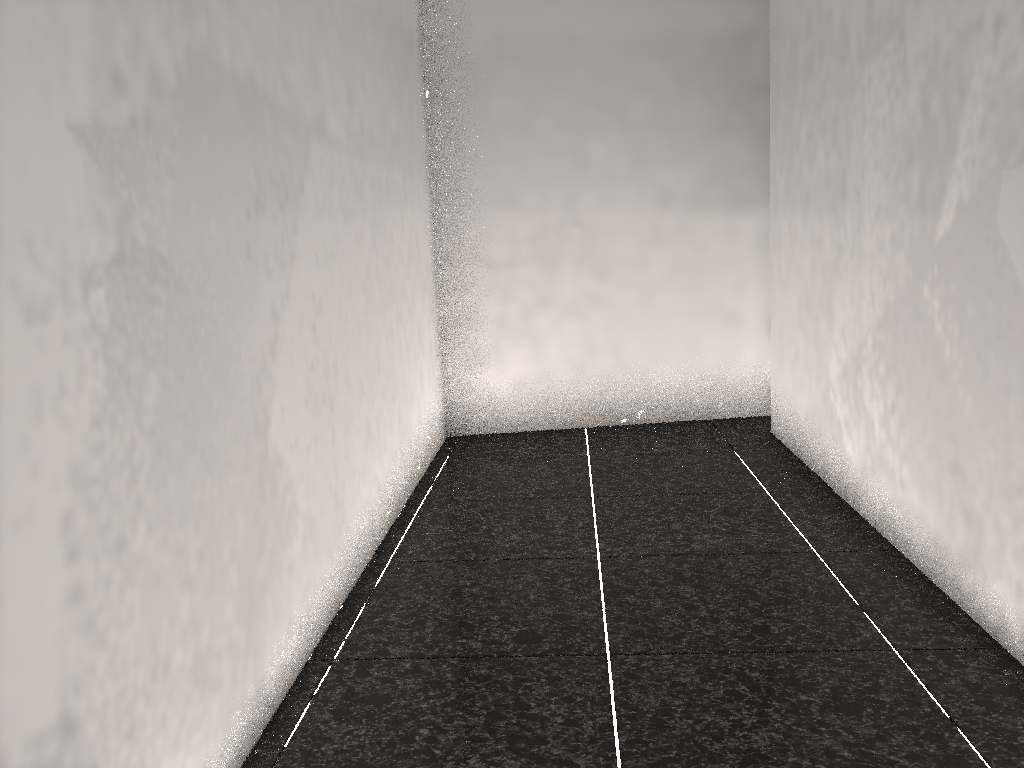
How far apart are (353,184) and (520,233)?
1.62m
